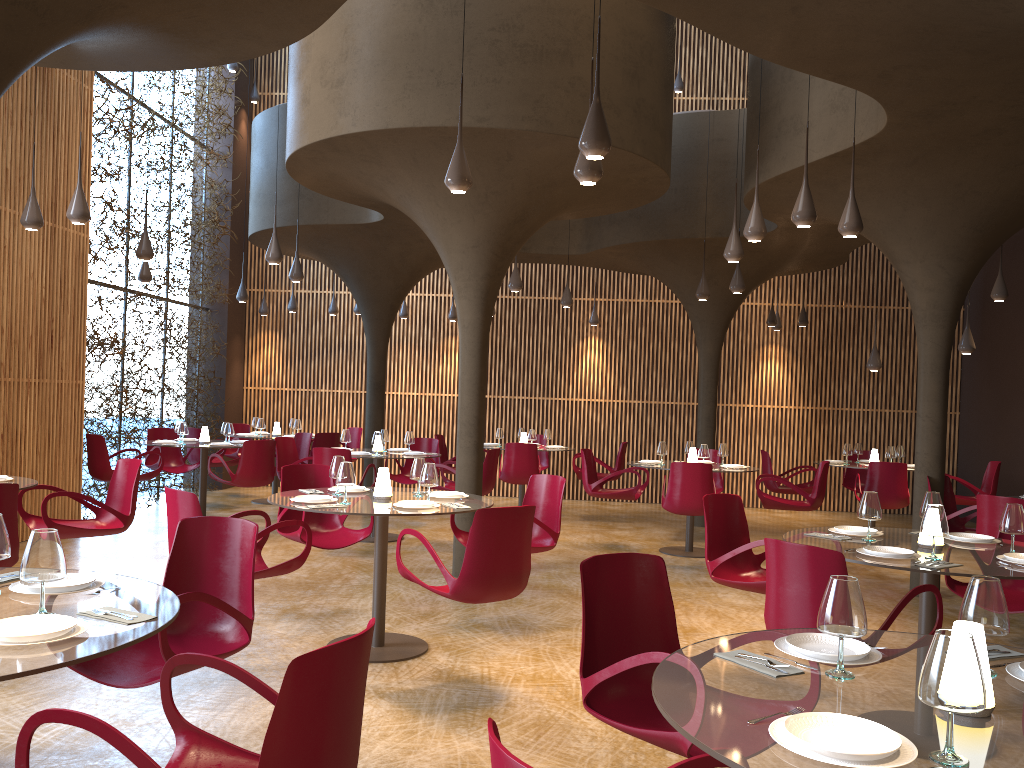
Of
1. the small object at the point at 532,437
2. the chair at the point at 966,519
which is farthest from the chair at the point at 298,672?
the small object at the point at 532,437

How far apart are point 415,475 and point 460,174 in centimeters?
232cm

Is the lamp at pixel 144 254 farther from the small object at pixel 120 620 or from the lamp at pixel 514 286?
the small object at pixel 120 620

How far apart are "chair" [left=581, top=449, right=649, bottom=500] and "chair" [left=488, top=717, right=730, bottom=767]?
9.09m

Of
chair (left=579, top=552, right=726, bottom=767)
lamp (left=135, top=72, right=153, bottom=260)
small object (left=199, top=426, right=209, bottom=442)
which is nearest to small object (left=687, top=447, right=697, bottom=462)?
small object (left=199, top=426, right=209, bottom=442)

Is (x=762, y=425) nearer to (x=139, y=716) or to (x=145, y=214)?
(x=145, y=214)

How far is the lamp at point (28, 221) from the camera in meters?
8.2 m

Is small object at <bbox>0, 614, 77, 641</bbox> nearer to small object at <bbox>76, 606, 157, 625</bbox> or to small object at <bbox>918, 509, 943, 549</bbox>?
small object at <bbox>76, 606, 157, 625</bbox>

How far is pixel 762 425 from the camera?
16.66m

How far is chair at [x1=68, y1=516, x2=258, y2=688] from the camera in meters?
3.9
